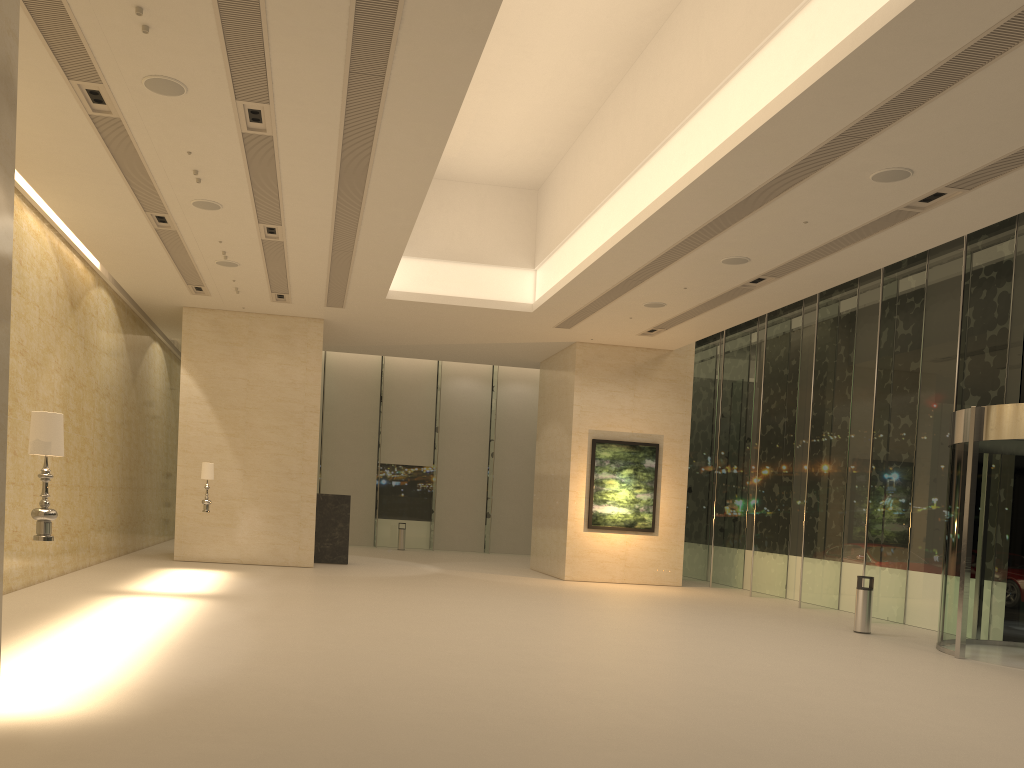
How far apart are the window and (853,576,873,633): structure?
2.0m

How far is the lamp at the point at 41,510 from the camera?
6.6 meters

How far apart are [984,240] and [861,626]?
7.0 meters

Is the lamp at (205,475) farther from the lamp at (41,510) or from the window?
the window

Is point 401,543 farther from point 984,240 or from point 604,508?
point 984,240

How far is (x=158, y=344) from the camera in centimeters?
2435cm

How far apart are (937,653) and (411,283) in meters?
11.9 m

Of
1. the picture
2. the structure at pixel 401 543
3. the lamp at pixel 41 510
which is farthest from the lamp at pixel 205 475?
the structure at pixel 401 543

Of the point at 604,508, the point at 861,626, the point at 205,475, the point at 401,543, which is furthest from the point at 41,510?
the point at 401,543

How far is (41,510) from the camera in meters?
6.6 m
